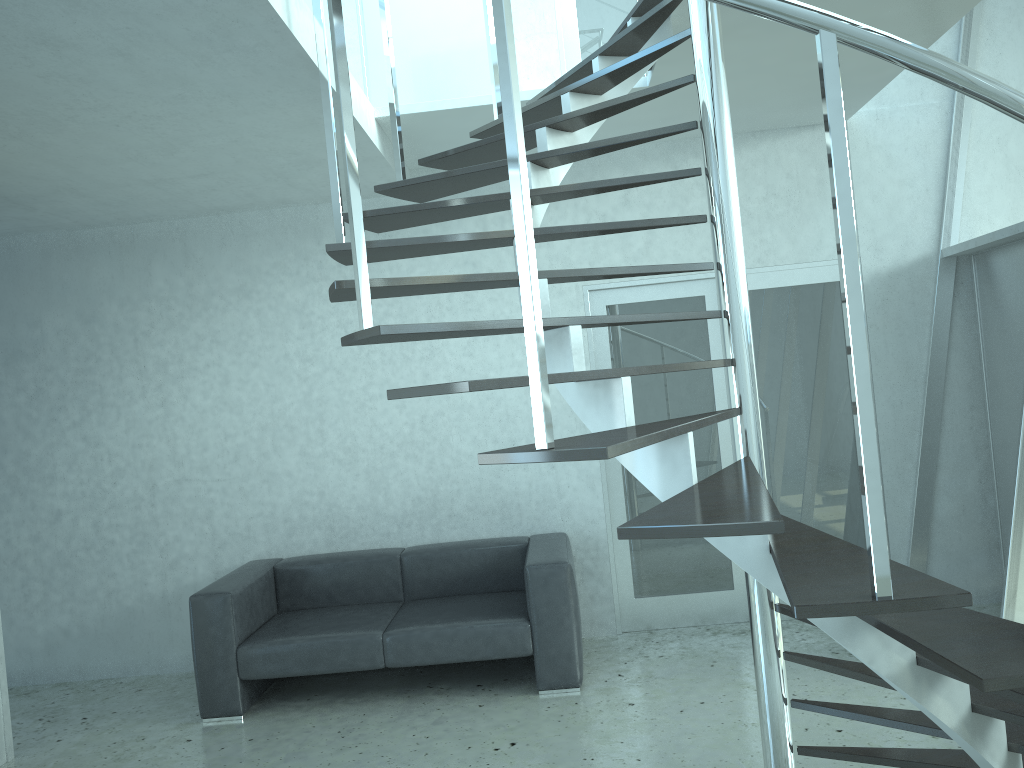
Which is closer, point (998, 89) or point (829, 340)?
point (998, 89)

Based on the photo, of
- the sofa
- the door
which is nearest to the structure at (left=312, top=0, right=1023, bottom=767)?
the door

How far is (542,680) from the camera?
4.5 meters

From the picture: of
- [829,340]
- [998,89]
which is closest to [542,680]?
[829,340]

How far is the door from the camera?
5.34m

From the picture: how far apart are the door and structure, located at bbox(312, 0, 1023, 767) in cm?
88

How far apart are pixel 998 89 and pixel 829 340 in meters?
3.9 m

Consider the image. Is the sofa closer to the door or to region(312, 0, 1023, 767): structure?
the door

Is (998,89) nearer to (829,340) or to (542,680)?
(542,680)

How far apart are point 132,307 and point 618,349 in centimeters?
303cm
